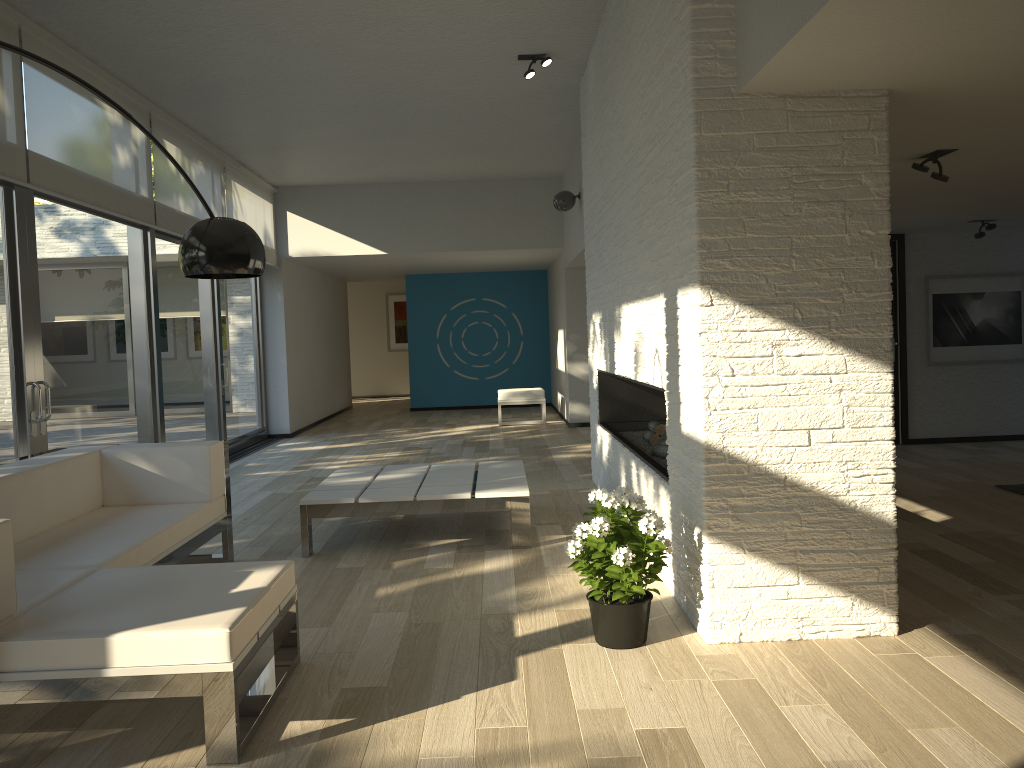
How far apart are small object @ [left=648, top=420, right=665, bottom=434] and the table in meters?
0.9 m

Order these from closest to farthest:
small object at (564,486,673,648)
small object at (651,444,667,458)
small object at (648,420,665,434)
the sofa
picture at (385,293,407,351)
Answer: the sofa
small object at (564,486,673,648)
small object at (651,444,667,458)
small object at (648,420,665,434)
picture at (385,293,407,351)

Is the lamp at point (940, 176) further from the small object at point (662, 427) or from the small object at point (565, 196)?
the small object at point (565, 196)

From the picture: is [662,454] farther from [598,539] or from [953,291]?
[953,291]

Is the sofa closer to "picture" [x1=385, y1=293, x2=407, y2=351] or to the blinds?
the blinds

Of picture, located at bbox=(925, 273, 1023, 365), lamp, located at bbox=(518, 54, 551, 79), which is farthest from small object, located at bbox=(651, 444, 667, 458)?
picture, located at bbox=(925, 273, 1023, 365)

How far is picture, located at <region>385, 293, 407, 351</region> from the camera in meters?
18.0

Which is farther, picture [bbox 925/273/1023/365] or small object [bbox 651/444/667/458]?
picture [bbox 925/273/1023/365]

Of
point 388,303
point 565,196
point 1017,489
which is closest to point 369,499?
point 1017,489

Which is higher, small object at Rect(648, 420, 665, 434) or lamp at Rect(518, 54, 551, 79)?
lamp at Rect(518, 54, 551, 79)
